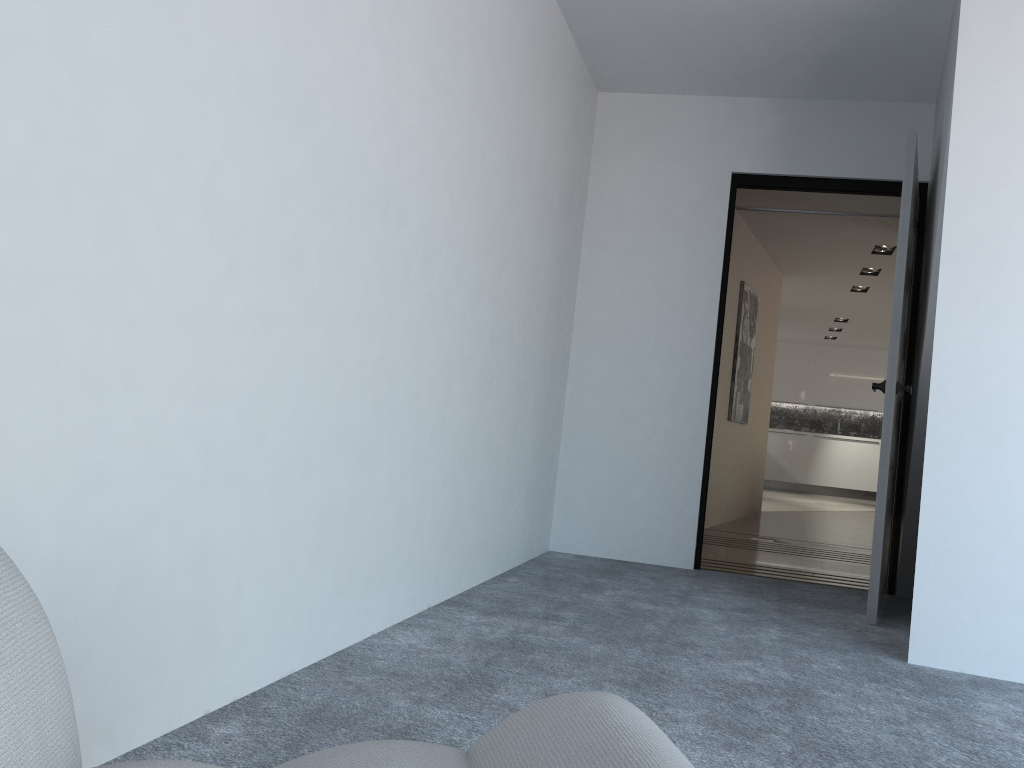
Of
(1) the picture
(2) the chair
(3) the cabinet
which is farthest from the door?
(3) the cabinet

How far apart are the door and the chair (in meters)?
2.90

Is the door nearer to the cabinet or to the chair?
the chair

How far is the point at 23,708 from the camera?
0.7 meters

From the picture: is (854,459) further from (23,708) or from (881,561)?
(23,708)

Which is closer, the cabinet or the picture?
the picture

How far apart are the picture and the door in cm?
266

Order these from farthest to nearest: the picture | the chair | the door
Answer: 1. the picture
2. the door
3. the chair

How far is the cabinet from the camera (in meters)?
13.90

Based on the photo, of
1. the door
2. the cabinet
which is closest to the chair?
the door
